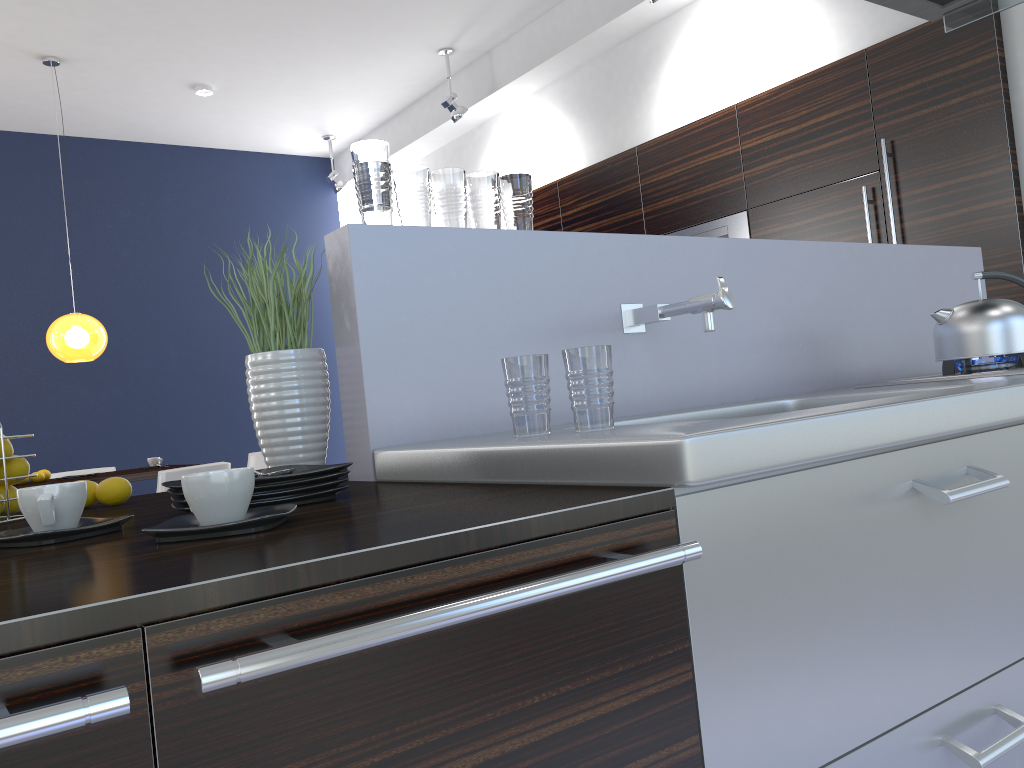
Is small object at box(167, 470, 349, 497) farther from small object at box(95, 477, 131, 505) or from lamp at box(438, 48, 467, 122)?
lamp at box(438, 48, 467, 122)

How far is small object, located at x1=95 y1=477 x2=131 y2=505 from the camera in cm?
157

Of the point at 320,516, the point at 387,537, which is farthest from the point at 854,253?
the point at 387,537

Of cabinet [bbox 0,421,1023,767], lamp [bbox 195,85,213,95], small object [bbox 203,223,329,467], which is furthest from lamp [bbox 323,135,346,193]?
cabinet [bbox 0,421,1023,767]

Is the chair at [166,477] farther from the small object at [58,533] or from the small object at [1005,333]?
the small object at [1005,333]

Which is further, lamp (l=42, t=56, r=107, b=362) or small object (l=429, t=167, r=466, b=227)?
lamp (l=42, t=56, r=107, b=362)

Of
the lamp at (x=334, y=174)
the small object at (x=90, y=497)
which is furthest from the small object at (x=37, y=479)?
the small object at (x=90, y=497)

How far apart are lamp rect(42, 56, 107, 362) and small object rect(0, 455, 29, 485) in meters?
4.5

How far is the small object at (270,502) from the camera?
1.2 meters

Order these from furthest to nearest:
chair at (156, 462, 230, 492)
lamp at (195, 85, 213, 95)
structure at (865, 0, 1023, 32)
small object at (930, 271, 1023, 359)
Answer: lamp at (195, 85, 213, 95), chair at (156, 462, 230, 492), structure at (865, 0, 1023, 32), small object at (930, 271, 1023, 359)
